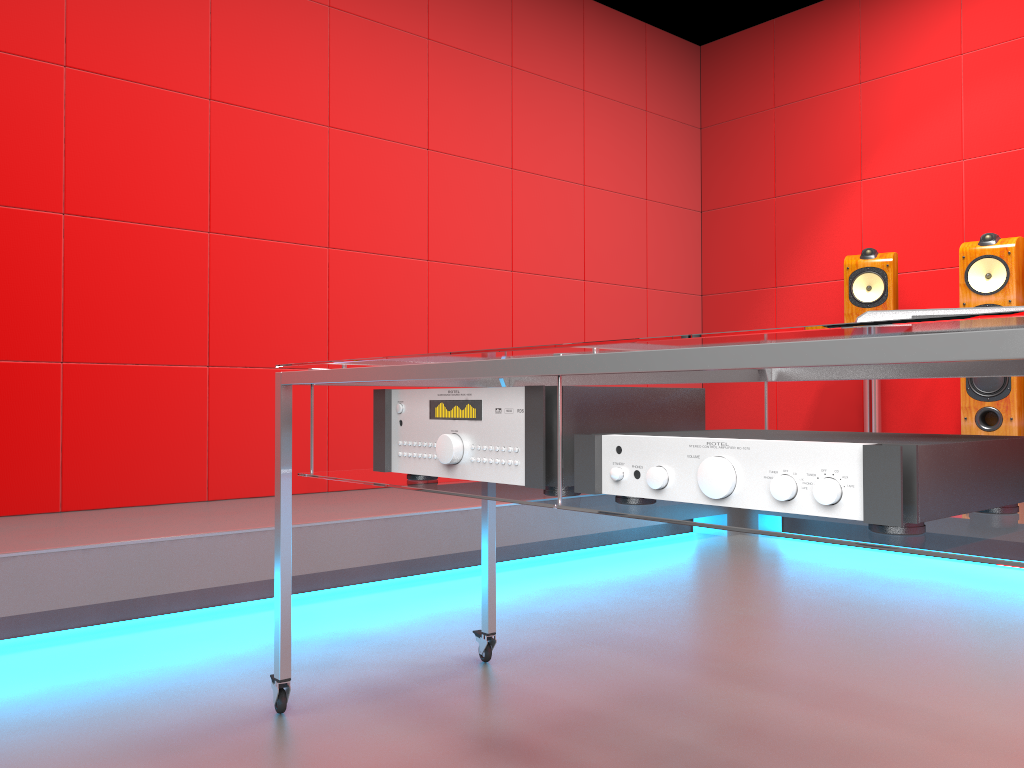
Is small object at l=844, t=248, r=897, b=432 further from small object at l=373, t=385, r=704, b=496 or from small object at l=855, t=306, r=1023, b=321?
small object at l=855, t=306, r=1023, b=321

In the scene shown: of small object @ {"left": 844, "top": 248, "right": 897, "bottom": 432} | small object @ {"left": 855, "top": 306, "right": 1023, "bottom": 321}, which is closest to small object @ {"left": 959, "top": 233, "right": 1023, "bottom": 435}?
small object @ {"left": 844, "top": 248, "right": 897, "bottom": 432}

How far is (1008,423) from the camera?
3.5m

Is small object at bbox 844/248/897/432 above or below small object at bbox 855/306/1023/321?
above

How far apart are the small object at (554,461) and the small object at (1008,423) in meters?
2.6

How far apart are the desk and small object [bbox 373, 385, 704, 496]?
0.0 meters

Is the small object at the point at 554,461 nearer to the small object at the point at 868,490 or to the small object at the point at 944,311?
the small object at the point at 868,490

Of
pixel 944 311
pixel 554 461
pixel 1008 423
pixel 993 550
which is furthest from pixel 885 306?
pixel 993 550

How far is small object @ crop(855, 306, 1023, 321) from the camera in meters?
0.9

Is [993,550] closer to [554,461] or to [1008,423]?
[554,461]
